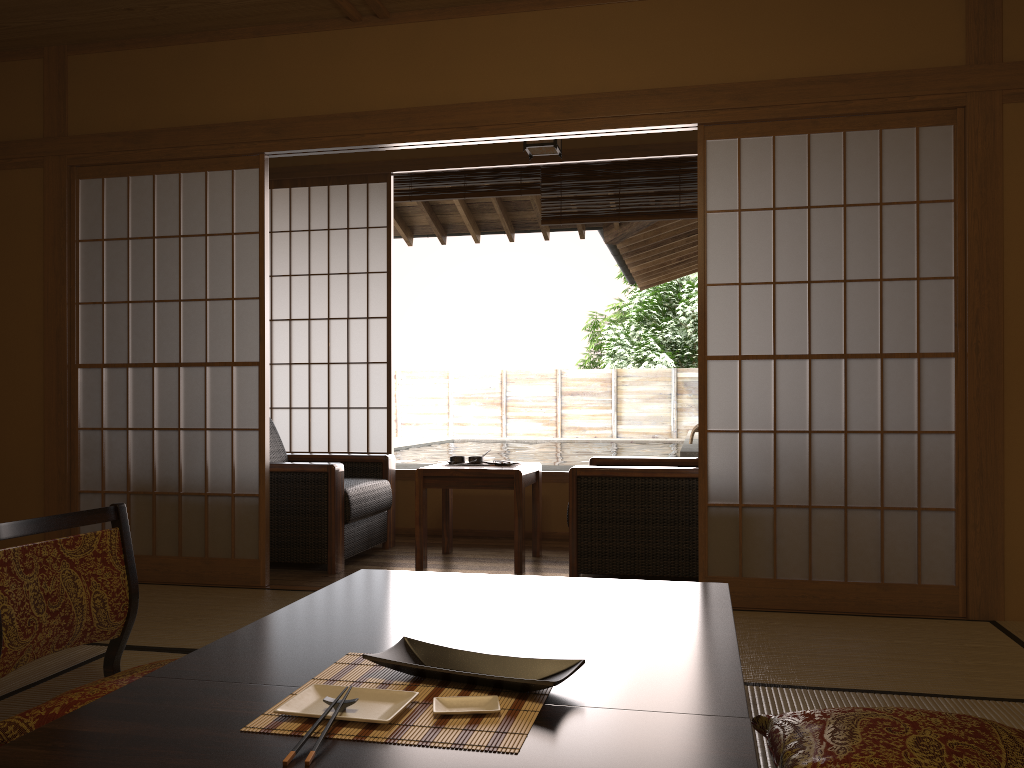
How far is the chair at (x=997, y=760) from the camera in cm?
162

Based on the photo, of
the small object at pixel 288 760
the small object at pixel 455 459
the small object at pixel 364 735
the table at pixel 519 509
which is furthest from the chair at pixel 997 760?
the small object at pixel 455 459

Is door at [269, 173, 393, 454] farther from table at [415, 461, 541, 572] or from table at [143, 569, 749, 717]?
table at [143, 569, 749, 717]

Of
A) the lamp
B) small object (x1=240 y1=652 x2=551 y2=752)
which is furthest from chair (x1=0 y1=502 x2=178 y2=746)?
the lamp

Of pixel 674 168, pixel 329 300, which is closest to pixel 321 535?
pixel 329 300

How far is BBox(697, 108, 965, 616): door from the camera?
3.4 meters

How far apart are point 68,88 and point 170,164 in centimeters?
65cm

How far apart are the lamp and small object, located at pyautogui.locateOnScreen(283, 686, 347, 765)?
3.6m

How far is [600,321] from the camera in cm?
1996

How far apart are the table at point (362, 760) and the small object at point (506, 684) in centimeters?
3cm
